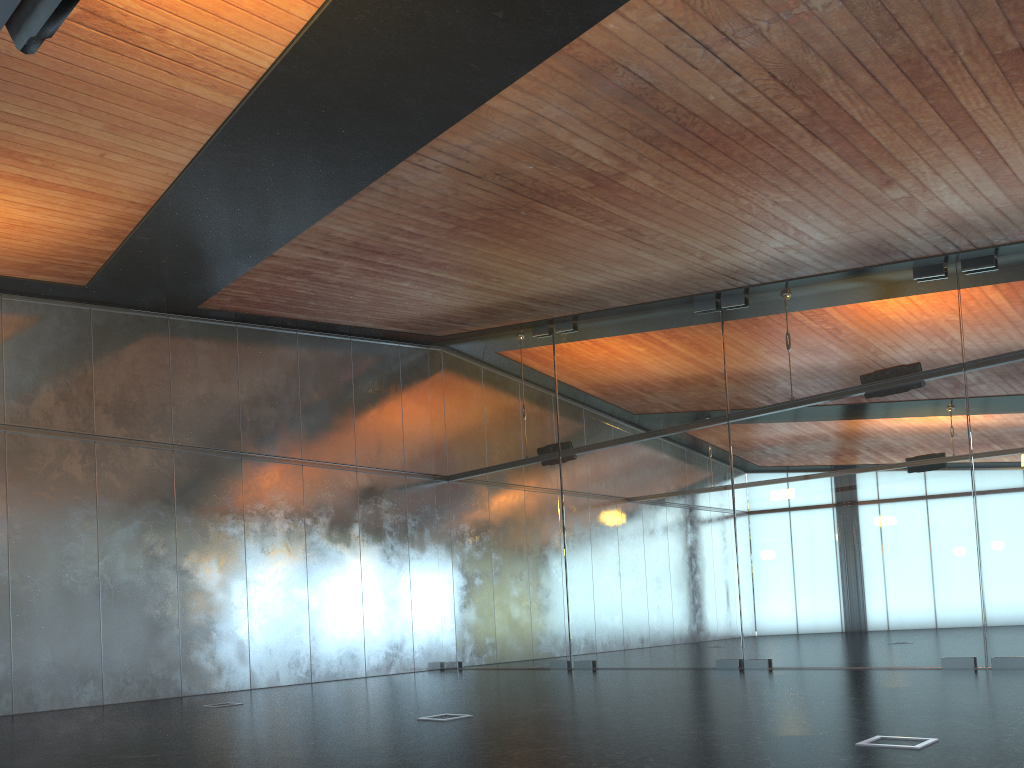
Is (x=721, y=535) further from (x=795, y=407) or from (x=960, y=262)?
(x=960, y=262)
